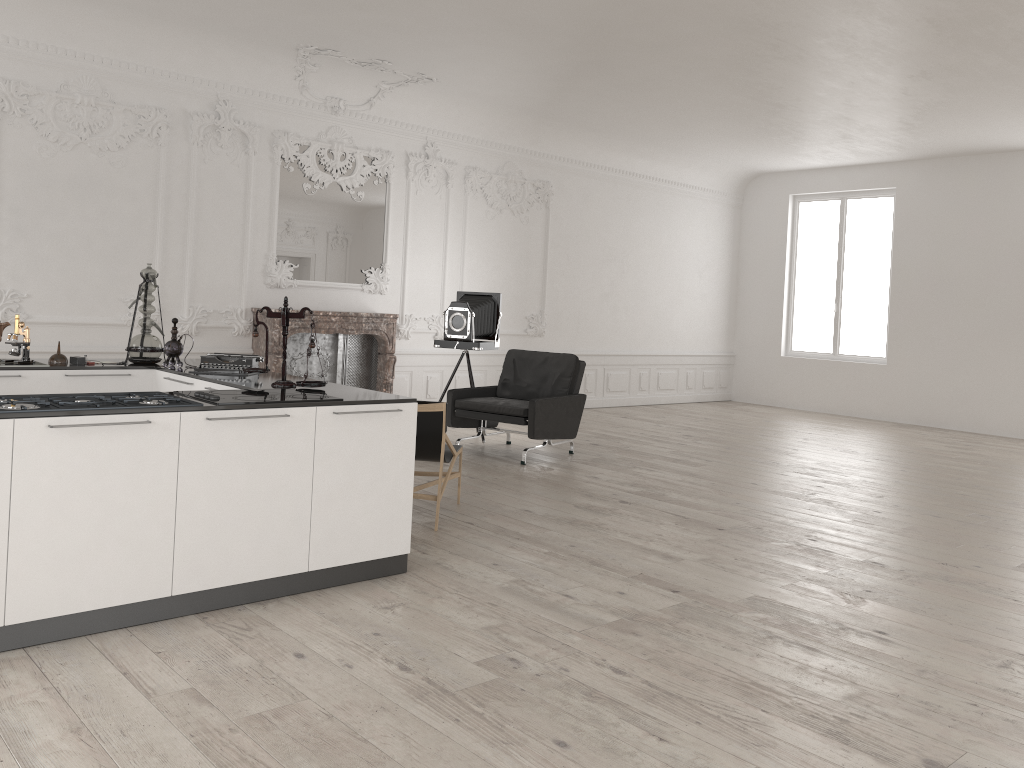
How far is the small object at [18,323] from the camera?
5.29m

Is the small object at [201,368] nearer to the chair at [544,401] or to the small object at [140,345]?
the small object at [140,345]

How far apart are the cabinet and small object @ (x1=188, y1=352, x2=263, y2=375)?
0.1 meters

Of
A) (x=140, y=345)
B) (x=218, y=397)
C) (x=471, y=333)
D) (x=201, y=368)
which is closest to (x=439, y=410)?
(x=201, y=368)

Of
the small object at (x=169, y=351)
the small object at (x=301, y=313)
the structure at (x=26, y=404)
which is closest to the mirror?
the small object at (x=169, y=351)

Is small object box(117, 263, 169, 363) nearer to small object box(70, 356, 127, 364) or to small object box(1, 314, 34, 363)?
small object box(70, 356, 127, 364)

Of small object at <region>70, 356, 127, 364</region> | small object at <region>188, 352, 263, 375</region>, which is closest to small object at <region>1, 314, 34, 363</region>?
small object at <region>70, 356, 127, 364</region>

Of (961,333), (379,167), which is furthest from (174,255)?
(961,333)

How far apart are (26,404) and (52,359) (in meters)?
2.23

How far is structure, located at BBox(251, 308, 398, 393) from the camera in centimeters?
903cm
